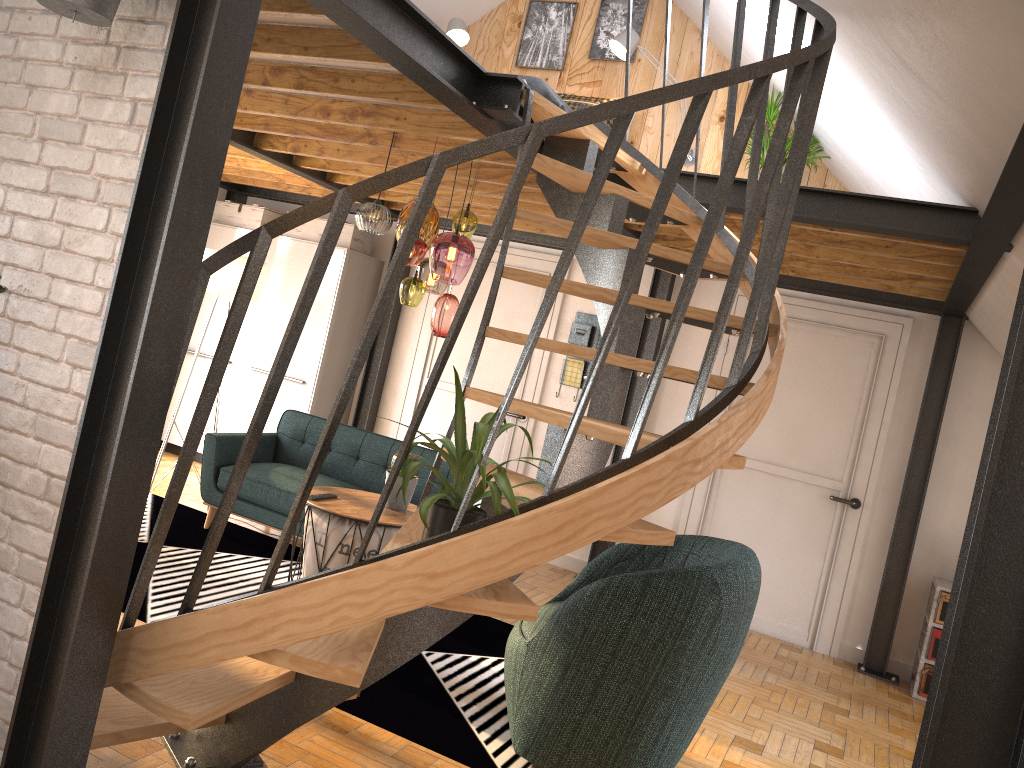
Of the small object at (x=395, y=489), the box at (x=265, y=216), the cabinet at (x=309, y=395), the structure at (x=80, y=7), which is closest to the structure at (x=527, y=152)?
the structure at (x=80, y=7)

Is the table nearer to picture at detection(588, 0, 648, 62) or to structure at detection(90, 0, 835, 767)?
structure at detection(90, 0, 835, 767)

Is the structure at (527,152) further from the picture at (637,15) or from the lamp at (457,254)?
the picture at (637,15)

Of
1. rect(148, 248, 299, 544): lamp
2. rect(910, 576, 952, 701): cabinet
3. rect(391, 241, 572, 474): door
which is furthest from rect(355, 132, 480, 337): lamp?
rect(910, 576, 952, 701): cabinet

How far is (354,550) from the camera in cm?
405

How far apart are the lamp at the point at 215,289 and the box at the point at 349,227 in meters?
1.2

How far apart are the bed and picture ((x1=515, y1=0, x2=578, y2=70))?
0.68m

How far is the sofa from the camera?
5.3 meters

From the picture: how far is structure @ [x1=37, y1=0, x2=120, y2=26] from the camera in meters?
2.1 m

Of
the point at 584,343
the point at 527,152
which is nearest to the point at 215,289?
the point at 584,343
